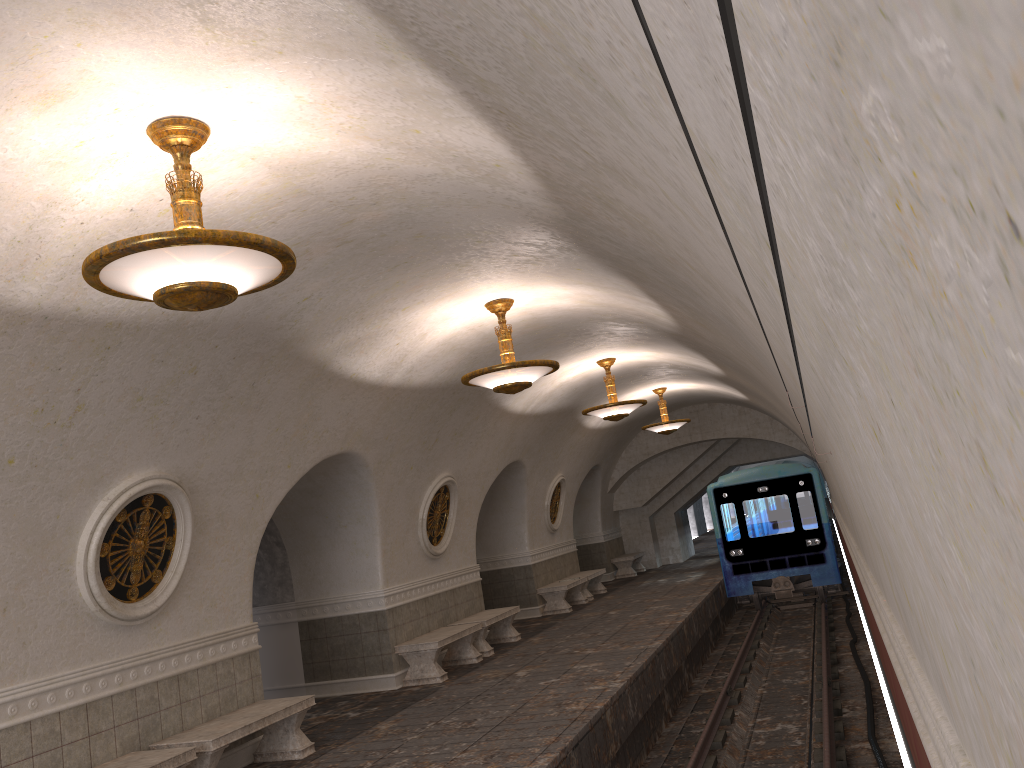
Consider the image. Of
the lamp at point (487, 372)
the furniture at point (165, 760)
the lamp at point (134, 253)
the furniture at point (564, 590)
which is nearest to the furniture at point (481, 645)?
the furniture at point (564, 590)

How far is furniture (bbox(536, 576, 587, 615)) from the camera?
16.6m

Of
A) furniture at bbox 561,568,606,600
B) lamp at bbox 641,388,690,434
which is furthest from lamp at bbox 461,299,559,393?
furniture at bbox 561,568,606,600

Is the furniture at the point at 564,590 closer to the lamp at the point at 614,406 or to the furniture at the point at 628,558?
the lamp at the point at 614,406

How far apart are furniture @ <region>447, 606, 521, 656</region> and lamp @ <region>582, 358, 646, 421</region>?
3.2 meters

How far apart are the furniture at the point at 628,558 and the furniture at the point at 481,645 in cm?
922

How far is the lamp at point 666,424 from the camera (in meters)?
17.65

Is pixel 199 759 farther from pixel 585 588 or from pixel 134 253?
pixel 585 588

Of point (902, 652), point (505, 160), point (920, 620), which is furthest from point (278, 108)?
point (920, 620)

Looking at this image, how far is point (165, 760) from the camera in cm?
641
